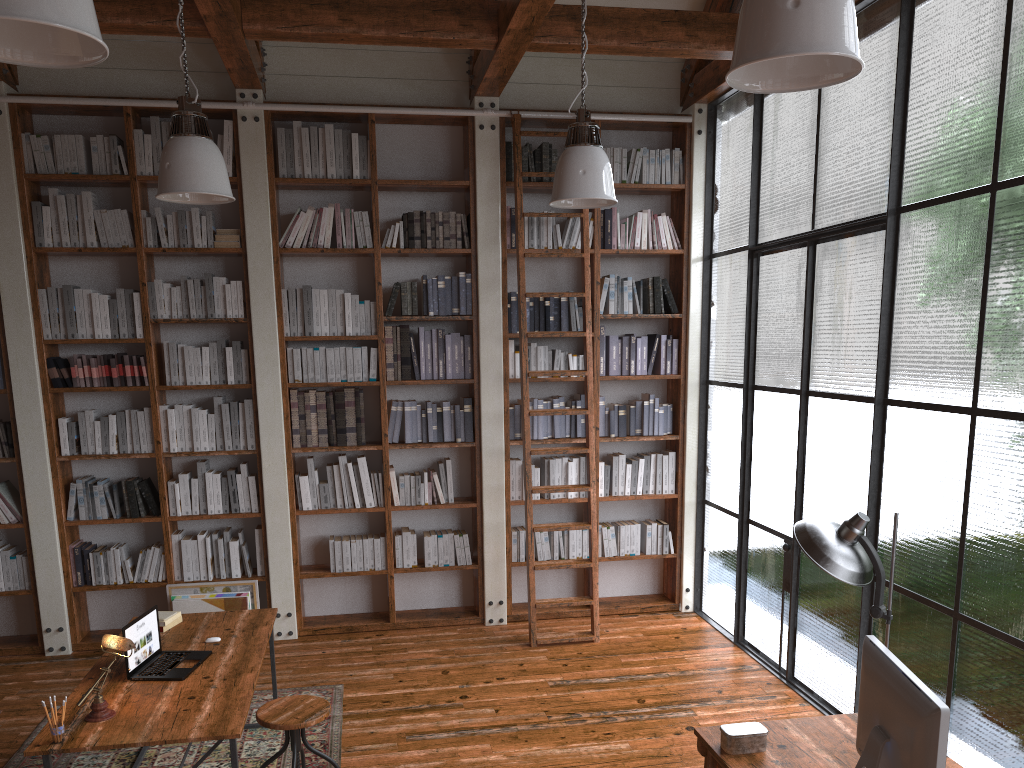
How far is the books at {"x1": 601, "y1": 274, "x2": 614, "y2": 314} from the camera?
6.3 meters

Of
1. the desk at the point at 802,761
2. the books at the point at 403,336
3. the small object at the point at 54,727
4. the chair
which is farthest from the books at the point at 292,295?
the desk at the point at 802,761

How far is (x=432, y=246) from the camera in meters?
6.1 m

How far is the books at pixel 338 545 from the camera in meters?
6.0 m

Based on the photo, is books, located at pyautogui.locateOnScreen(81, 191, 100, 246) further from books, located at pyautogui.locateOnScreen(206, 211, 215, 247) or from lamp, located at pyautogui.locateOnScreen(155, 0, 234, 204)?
lamp, located at pyautogui.locateOnScreen(155, 0, 234, 204)

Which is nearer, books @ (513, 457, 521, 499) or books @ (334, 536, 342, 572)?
books @ (334, 536, 342, 572)

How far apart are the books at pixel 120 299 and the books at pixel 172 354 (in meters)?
0.30

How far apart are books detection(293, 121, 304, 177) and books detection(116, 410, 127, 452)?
1.96m

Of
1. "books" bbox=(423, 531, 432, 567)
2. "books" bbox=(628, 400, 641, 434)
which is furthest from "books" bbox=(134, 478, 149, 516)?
"books" bbox=(628, 400, 641, 434)

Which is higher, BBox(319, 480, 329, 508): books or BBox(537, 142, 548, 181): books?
BBox(537, 142, 548, 181): books
